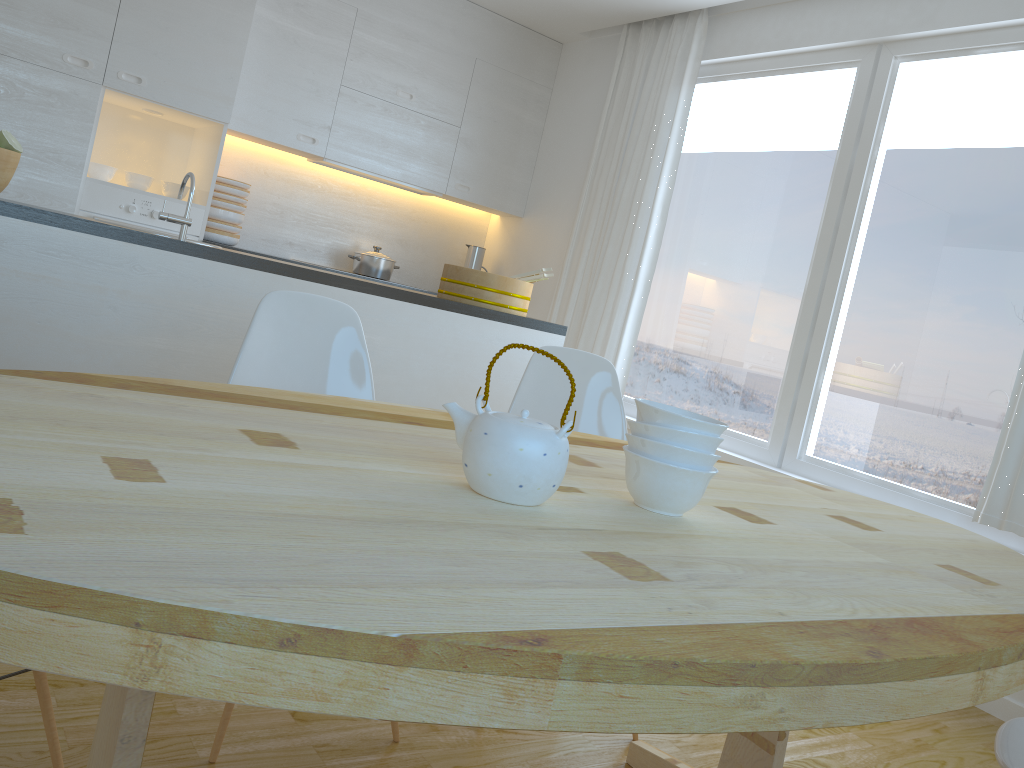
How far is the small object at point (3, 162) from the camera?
2.4 meters

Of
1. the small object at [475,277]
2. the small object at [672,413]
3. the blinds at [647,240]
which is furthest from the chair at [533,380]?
the blinds at [647,240]

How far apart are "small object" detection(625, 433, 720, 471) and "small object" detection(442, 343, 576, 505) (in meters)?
0.17

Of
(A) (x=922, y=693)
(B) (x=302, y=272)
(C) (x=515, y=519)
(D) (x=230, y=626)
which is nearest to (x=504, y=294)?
(B) (x=302, y=272)

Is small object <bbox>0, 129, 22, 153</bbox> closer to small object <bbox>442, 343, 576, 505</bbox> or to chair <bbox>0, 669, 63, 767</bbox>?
chair <bbox>0, 669, 63, 767</bbox>

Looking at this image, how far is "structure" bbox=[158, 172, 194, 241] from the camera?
2.7m

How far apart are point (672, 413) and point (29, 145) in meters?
3.7

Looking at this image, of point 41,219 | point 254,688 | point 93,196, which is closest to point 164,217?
point 41,219

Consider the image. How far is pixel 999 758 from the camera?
1.4 meters

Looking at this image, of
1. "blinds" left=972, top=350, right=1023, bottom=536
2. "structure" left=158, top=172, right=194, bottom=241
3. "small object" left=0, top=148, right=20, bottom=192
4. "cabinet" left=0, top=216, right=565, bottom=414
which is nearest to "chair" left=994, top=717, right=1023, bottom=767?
"blinds" left=972, top=350, right=1023, bottom=536
